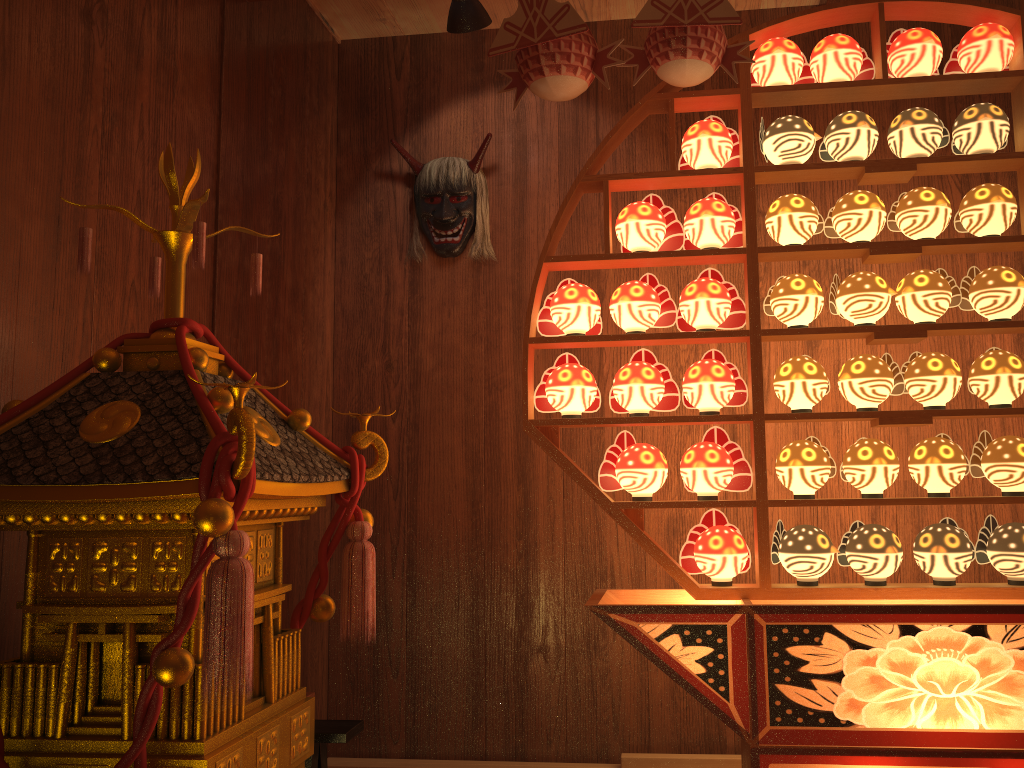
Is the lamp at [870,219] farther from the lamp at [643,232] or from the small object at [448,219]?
the small object at [448,219]

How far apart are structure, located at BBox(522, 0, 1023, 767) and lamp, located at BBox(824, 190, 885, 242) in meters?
0.0

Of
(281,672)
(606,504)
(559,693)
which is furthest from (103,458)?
(559,693)

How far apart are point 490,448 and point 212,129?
1.3 meters

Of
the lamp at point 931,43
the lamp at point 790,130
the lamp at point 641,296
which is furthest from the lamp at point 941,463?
the lamp at point 931,43

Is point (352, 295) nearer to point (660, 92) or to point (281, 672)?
point (660, 92)

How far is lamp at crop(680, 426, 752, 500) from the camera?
2.23m

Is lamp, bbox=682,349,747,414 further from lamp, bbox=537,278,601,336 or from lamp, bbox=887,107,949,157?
lamp, bbox=887,107,949,157

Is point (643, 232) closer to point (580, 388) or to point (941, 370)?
point (580, 388)

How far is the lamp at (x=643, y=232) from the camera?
2.34m
